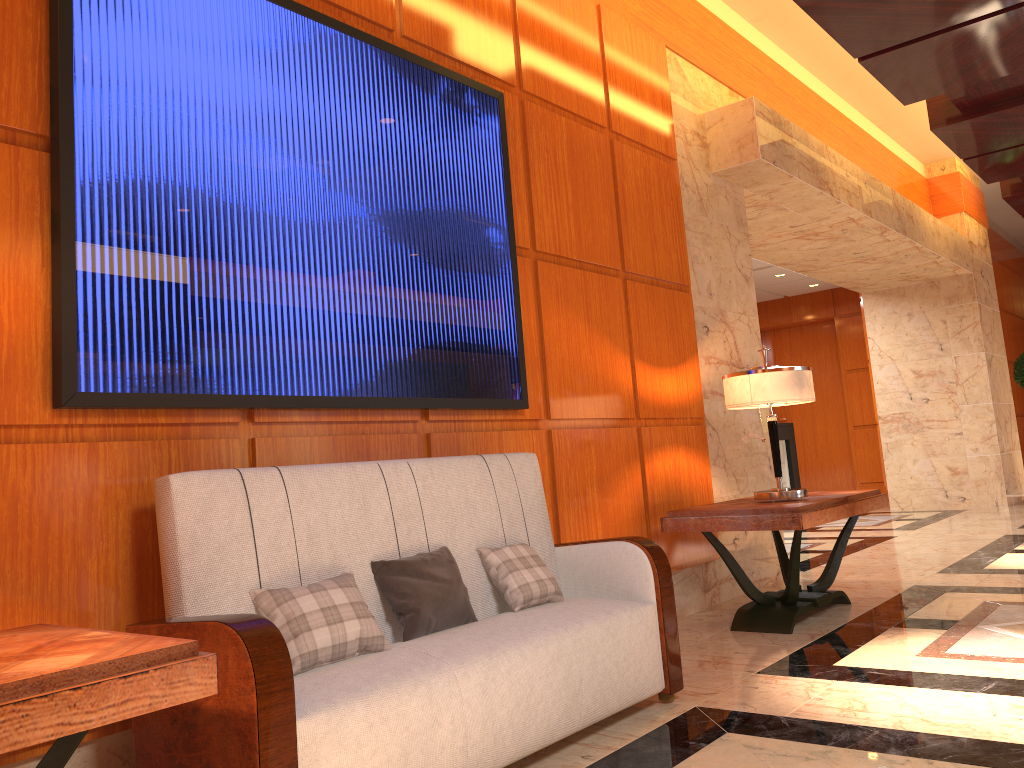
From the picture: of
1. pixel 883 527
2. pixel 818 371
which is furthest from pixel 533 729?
pixel 818 371

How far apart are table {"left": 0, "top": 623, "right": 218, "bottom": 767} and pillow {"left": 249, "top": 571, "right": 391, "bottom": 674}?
0.5m

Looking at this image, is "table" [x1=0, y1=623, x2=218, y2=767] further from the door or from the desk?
the door

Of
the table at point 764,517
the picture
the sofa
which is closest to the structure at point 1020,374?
the table at point 764,517

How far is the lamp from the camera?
4.4m

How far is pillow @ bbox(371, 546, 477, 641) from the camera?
2.7 meters

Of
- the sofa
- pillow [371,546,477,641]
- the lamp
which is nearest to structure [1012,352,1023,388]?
the lamp

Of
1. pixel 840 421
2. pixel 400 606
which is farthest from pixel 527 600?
pixel 840 421

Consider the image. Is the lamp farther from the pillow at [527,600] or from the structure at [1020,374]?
the structure at [1020,374]

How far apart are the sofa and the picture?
0.3 meters
